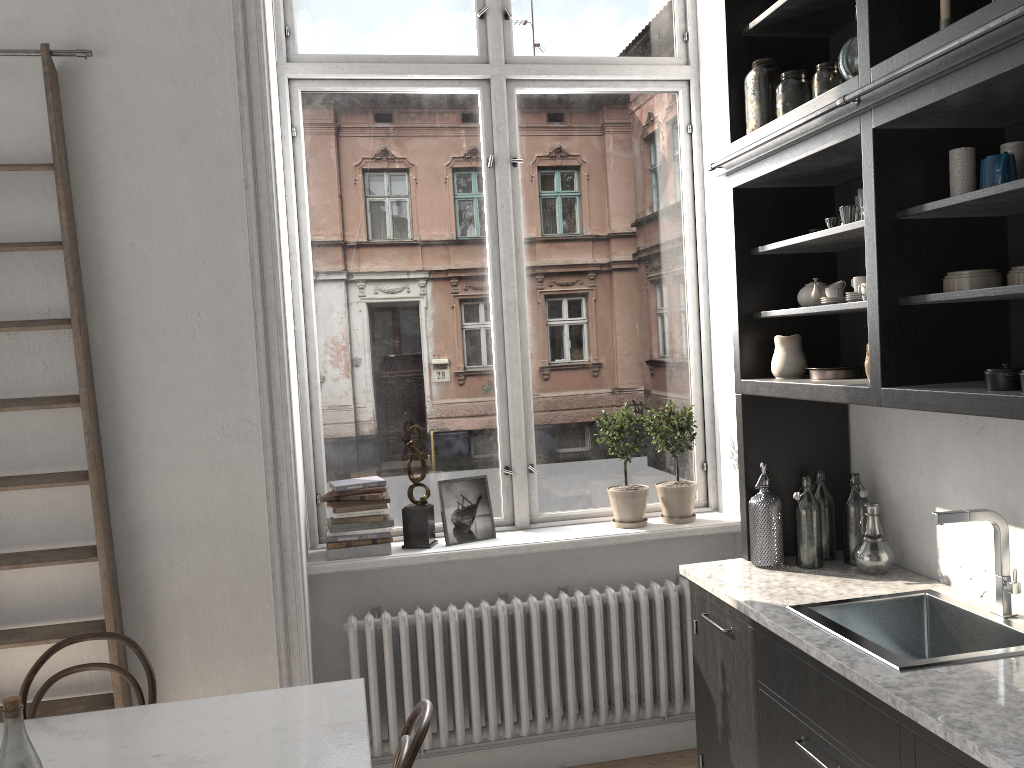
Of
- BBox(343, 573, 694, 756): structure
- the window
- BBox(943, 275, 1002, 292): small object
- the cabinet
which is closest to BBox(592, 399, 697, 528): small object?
the window

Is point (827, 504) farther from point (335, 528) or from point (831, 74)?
point (335, 528)

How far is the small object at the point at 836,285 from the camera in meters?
2.7 m

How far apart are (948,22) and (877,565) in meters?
1.6 m

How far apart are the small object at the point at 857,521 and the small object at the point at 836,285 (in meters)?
0.65

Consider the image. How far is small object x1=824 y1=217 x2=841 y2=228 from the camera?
2.67m

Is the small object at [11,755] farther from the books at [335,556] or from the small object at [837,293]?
the small object at [837,293]

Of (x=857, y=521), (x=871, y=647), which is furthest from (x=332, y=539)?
(x=871, y=647)

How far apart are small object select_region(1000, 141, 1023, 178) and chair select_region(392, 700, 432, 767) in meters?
1.9

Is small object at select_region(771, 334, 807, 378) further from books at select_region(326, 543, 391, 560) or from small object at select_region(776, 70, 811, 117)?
books at select_region(326, 543, 391, 560)
